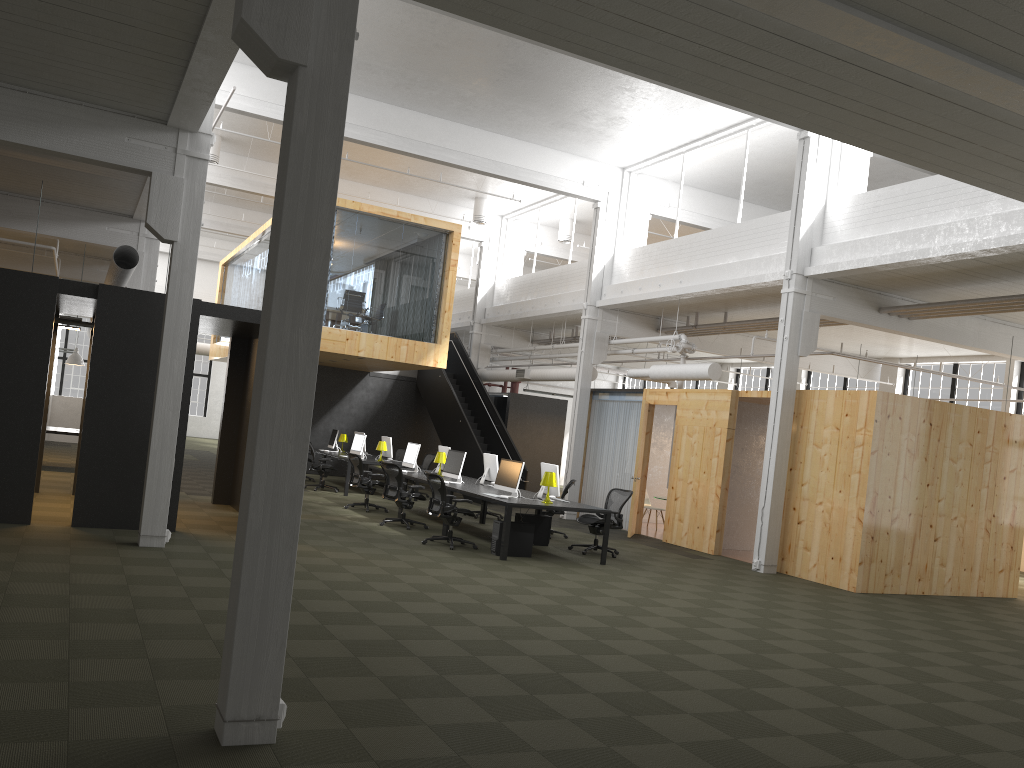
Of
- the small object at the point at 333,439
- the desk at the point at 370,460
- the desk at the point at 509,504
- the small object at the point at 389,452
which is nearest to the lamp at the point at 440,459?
the desk at the point at 509,504

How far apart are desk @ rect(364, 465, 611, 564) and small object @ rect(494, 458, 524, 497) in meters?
0.2

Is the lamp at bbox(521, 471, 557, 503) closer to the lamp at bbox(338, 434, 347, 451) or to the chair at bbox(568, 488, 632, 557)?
the chair at bbox(568, 488, 632, 557)

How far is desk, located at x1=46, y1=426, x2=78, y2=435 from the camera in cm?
1630

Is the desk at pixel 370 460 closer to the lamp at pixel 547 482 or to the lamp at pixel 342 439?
the lamp at pixel 342 439

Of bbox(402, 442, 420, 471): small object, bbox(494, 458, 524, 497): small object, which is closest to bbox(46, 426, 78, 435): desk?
bbox(402, 442, 420, 471): small object

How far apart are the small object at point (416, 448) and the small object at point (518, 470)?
3.5m

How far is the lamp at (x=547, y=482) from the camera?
12.1m

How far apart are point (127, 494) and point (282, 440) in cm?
709

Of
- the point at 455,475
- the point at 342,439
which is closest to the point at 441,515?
the point at 455,475
